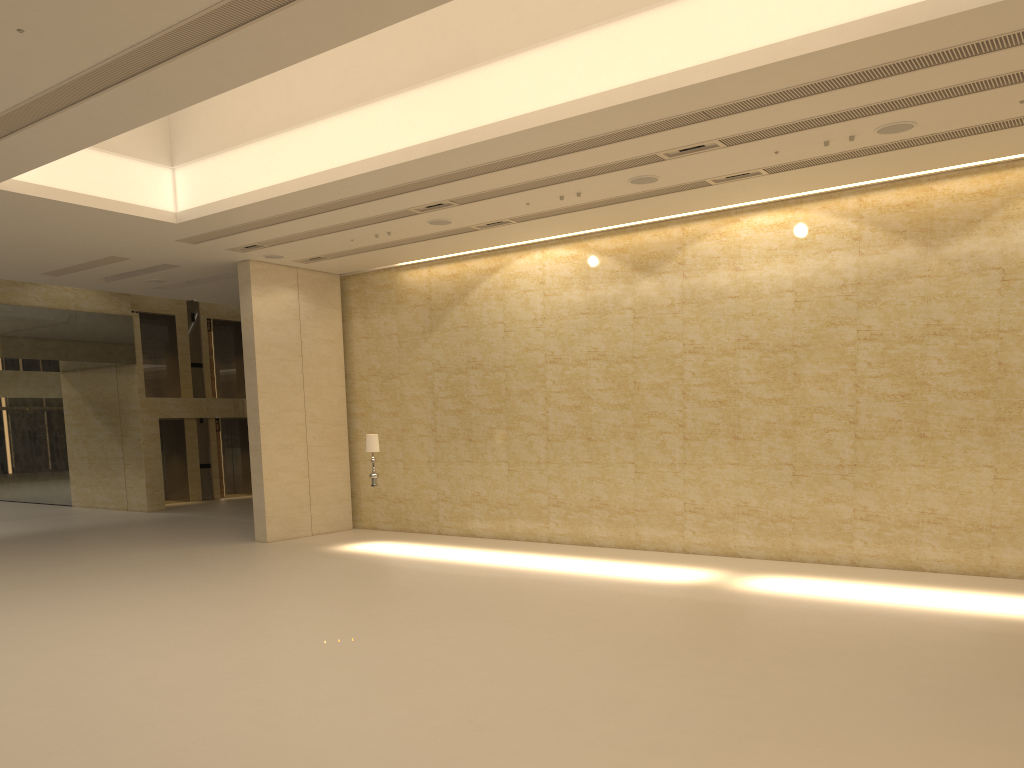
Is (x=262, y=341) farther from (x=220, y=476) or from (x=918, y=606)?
(x=220, y=476)

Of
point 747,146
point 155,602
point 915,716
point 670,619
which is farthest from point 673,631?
point 155,602

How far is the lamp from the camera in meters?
17.0 m

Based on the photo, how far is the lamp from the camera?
17.0m

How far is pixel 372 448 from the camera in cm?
1704
